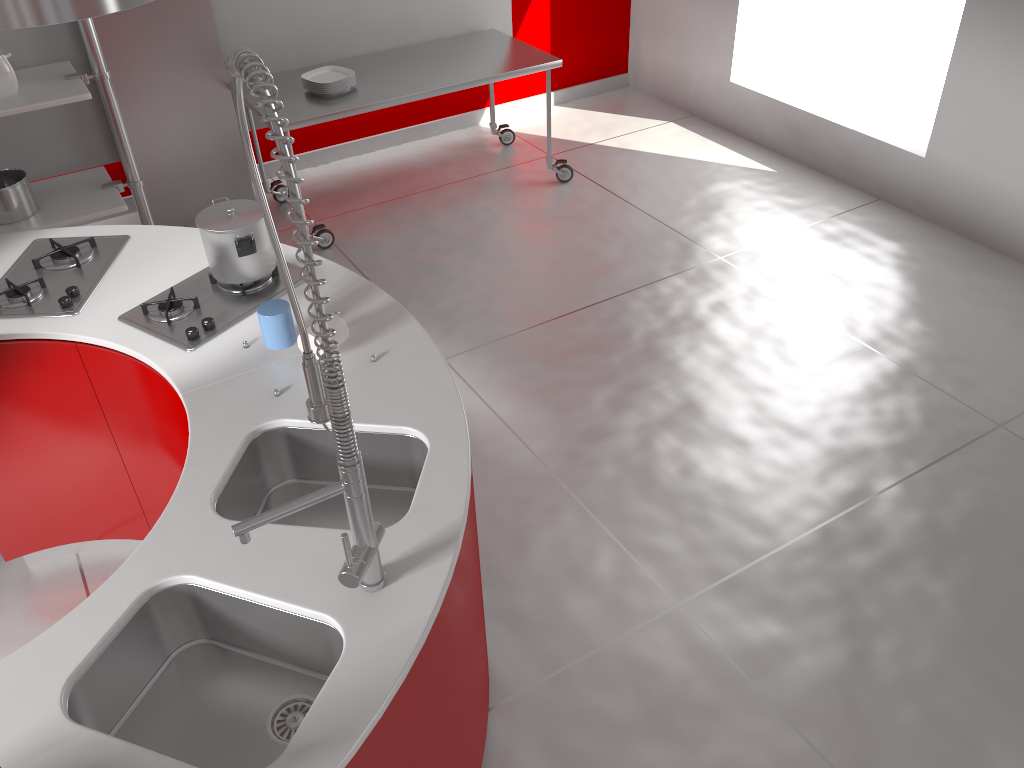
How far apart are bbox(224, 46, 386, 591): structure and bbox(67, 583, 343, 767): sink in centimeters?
9cm

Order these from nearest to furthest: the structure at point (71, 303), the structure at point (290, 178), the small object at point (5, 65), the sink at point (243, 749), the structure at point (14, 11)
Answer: the structure at point (290, 178) → the sink at point (243, 749) → the structure at point (14, 11) → the structure at point (71, 303) → the small object at point (5, 65)

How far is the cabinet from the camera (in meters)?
2.34

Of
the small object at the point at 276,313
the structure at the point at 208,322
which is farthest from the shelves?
the small object at the point at 276,313

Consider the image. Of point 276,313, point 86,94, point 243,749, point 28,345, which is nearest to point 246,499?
point 276,313

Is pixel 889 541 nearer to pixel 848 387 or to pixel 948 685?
pixel 948 685

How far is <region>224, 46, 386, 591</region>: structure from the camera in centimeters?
114cm

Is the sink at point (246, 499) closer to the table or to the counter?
the counter

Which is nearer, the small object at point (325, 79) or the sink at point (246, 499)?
the sink at point (246, 499)

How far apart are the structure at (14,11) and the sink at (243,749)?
1.2m
